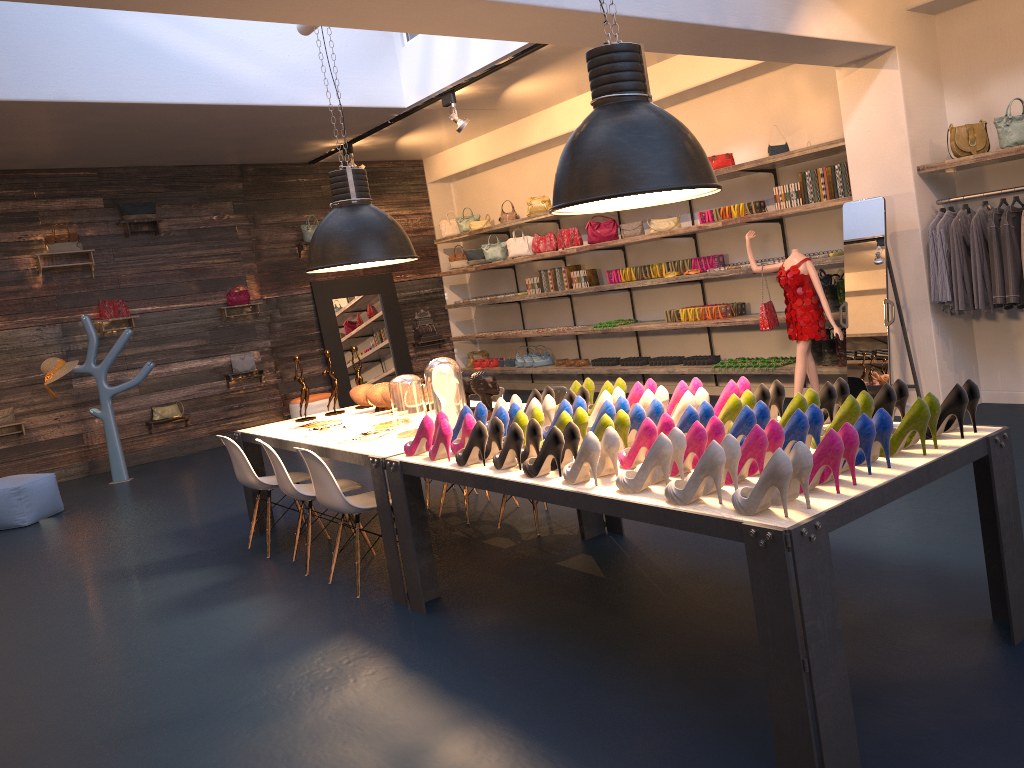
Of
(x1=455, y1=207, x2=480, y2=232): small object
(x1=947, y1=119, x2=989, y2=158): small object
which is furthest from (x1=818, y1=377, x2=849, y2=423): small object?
(x1=455, y1=207, x2=480, y2=232): small object

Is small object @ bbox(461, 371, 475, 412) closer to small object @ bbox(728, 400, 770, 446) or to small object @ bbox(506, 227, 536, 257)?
small object @ bbox(728, 400, 770, 446)

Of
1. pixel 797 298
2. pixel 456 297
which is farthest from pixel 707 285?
pixel 456 297

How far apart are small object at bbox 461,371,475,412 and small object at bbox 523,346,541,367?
6.5m

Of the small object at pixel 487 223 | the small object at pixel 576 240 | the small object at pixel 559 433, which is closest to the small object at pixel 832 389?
the small object at pixel 559 433

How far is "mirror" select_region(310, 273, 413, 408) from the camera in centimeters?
1227cm

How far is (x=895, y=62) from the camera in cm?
624

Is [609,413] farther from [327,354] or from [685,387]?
[327,354]

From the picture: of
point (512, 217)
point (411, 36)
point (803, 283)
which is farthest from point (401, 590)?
point (512, 217)

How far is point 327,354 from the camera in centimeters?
652cm
